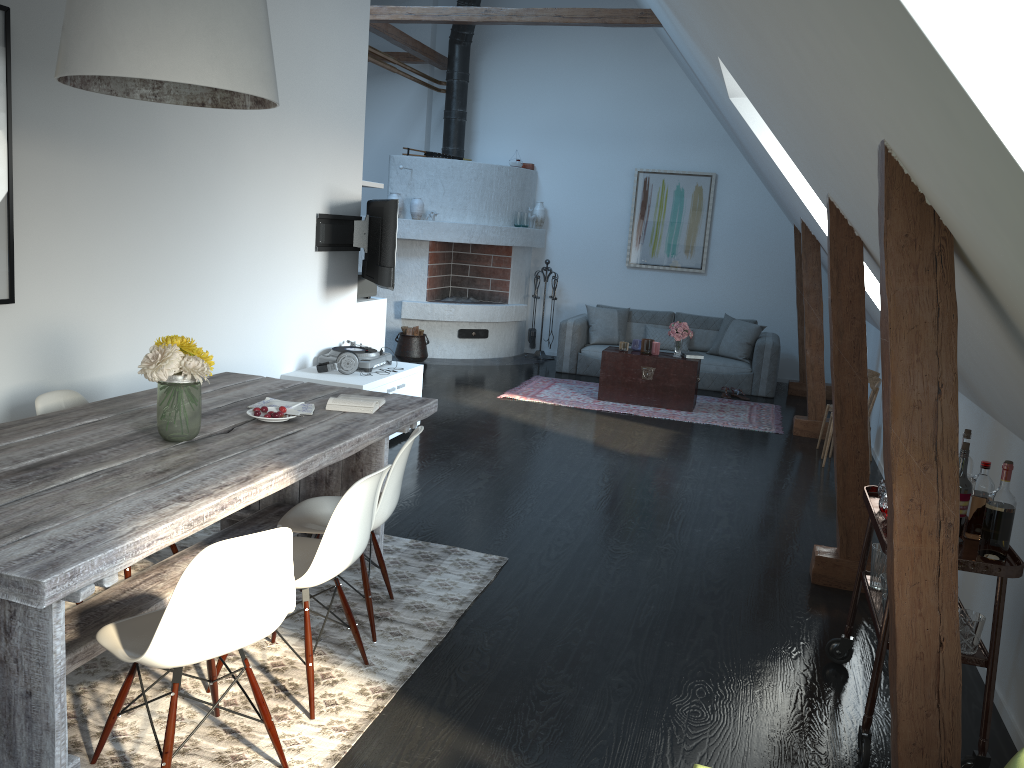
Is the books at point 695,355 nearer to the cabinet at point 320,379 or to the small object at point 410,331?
the cabinet at point 320,379

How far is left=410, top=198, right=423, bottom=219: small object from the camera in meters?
10.1 m

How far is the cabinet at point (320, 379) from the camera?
5.90m

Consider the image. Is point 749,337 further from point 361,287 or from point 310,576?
point 310,576

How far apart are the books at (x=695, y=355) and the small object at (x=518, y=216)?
3.14m

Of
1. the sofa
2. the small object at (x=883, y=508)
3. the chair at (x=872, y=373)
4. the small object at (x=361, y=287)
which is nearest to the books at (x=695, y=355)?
the sofa

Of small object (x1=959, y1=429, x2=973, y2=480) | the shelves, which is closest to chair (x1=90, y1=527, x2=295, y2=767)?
the shelves

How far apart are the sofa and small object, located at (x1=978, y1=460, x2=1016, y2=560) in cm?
688

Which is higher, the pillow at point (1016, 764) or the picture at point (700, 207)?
the picture at point (700, 207)

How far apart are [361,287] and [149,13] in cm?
452
